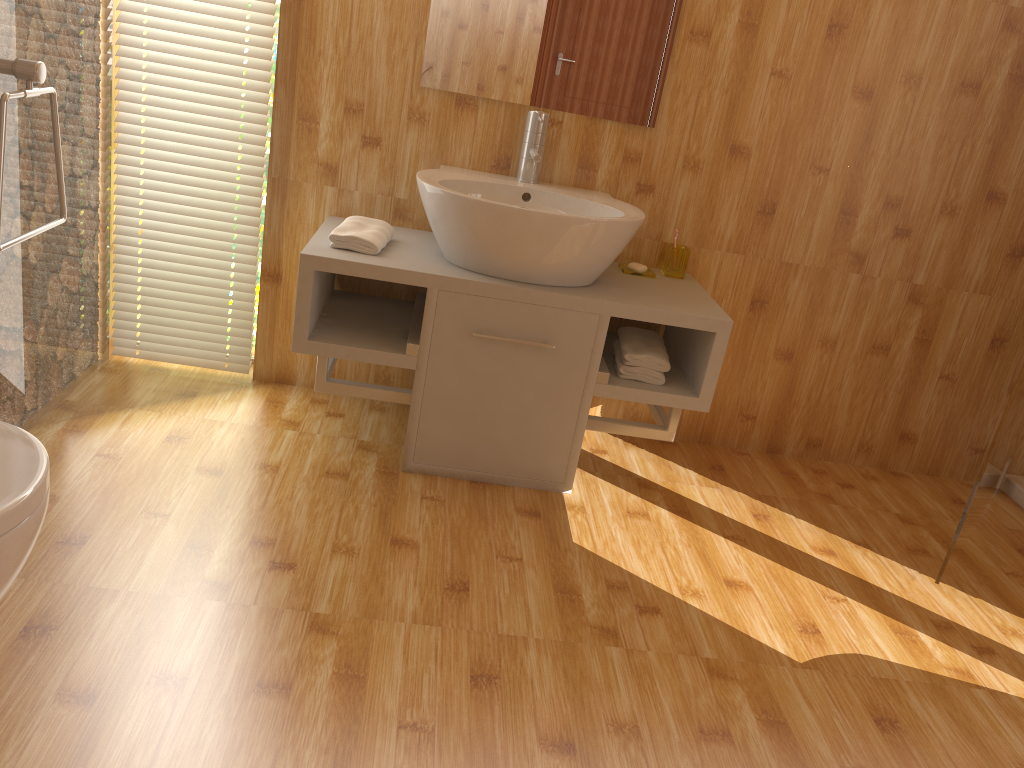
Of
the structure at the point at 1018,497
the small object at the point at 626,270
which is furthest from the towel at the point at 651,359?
the structure at the point at 1018,497

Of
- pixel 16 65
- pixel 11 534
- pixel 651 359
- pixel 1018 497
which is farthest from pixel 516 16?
pixel 1018 497

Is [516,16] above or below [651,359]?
above

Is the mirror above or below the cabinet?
above

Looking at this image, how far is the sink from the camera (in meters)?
2.21

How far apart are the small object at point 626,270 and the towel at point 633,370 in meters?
0.2

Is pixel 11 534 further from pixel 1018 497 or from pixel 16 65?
pixel 1018 497

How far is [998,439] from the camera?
2.21m

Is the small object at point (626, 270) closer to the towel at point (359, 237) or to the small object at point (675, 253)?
the small object at point (675, 253)

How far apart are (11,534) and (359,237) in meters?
1.4
